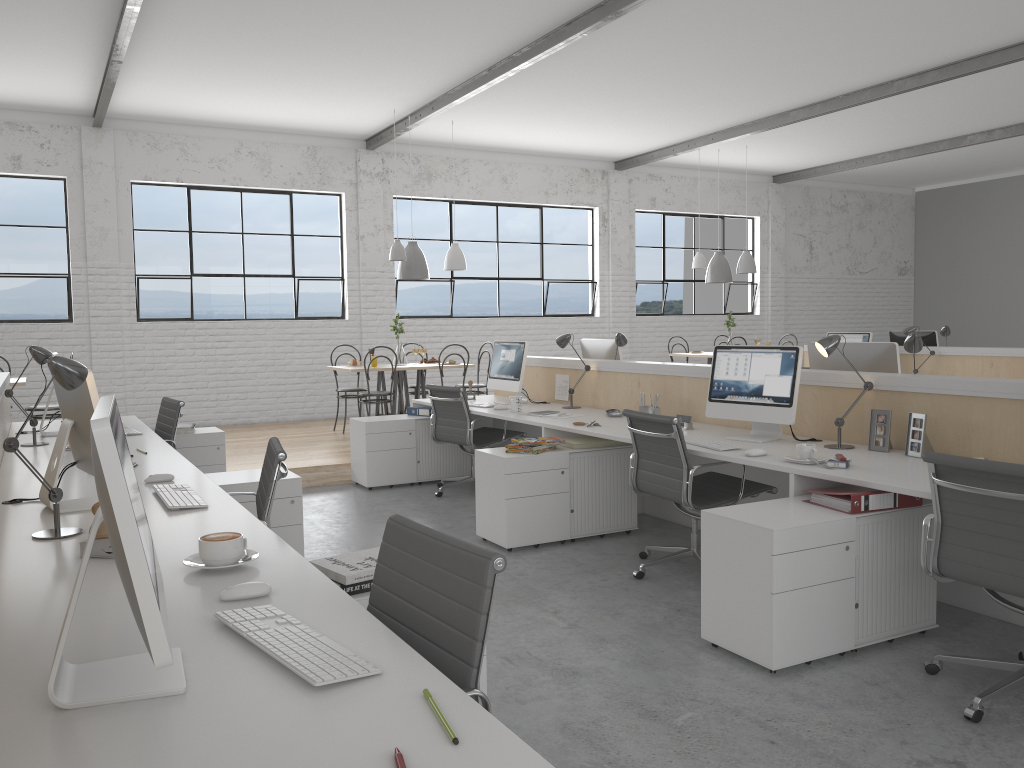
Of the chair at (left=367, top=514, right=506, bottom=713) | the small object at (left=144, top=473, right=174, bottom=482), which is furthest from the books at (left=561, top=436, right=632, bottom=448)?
the chair at (left=367, top=514, right=506, bottom=713)

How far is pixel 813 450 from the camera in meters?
2.9

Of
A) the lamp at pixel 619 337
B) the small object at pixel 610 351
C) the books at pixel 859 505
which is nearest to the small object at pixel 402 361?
the small object at pixel 610 351

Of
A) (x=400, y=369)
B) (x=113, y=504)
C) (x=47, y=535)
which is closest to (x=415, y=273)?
(x=400, y=369)

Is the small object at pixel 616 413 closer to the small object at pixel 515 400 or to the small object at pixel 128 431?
the small object at pixel 515 400

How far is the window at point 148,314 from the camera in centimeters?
740cm

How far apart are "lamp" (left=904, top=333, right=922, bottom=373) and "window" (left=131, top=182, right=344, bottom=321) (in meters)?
5.64

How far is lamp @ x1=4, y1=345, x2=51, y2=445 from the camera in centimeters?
363cm

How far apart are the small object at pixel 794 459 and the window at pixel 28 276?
6.2m

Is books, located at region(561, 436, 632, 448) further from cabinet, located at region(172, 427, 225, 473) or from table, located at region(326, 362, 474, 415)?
table, located at region(326, 362, 474, 415)
